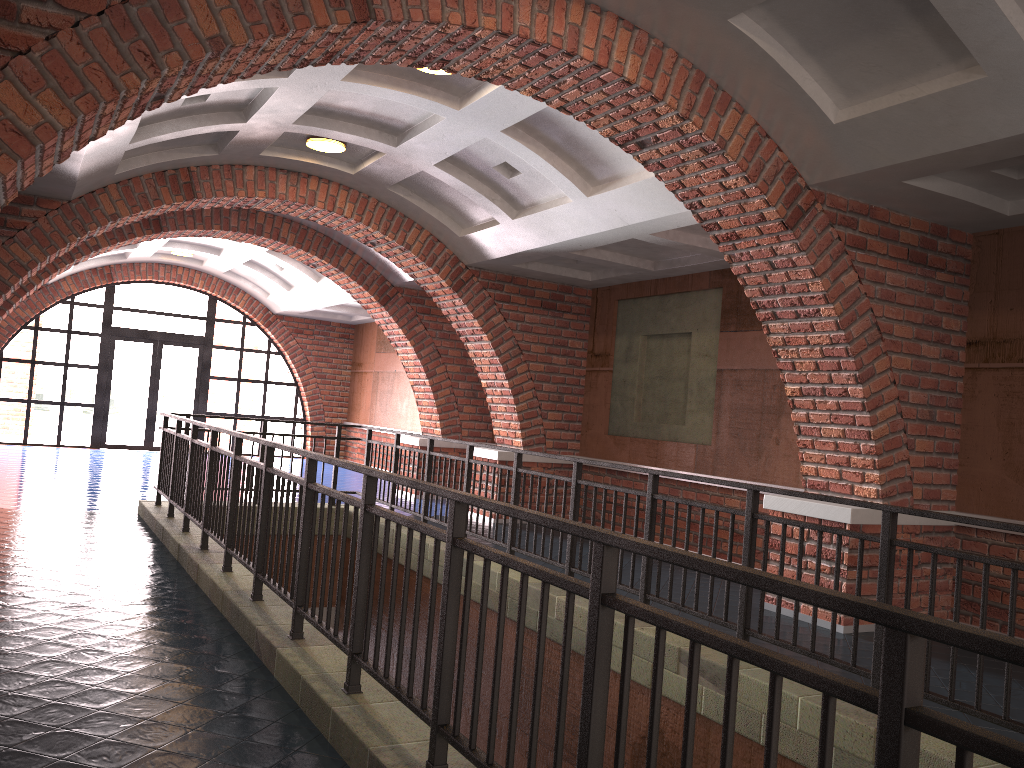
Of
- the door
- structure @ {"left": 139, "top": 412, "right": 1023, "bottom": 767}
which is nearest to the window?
the door

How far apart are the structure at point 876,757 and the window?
9.12m

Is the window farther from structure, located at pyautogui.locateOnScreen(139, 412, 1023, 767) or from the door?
structure, located at pyautogui.locateOnScreen(139, 412, 1023, 767)

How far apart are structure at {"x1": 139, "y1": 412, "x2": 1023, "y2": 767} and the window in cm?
912

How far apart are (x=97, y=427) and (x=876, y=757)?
18.01m

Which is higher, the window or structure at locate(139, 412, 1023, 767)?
the window

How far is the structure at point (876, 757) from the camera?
1.46m

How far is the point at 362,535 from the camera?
3.7 meters

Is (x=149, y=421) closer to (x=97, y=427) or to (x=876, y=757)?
(x=97, y=427)

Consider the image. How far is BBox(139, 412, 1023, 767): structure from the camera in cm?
146
